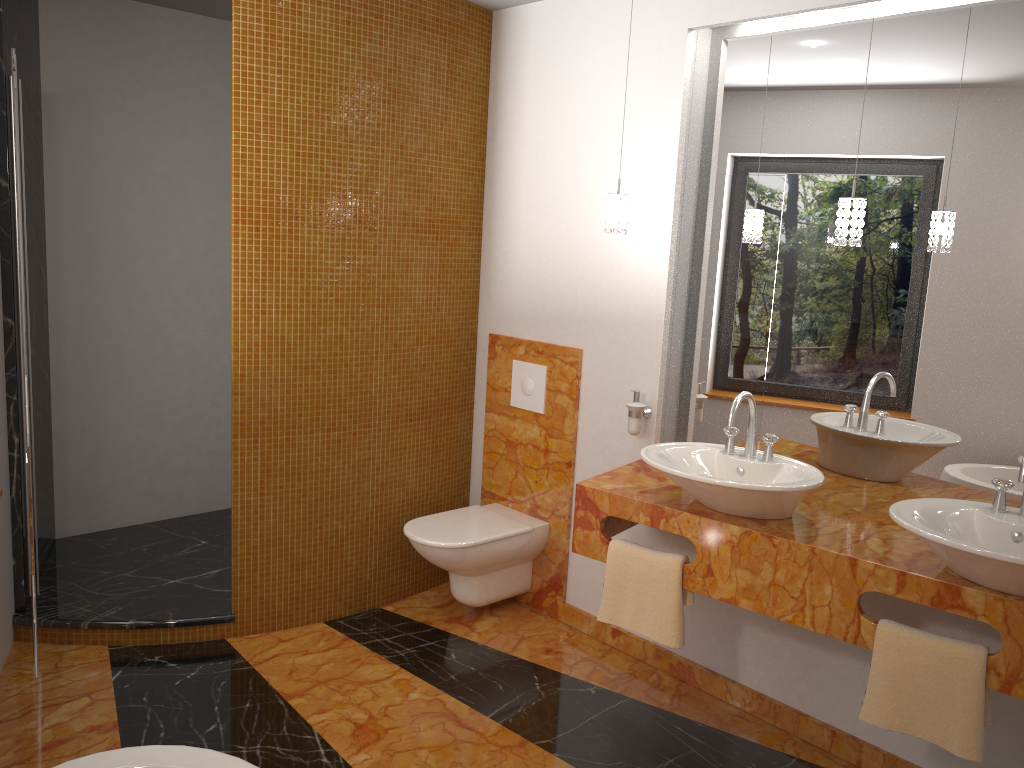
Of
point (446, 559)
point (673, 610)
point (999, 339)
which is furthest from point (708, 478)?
point (446, 559)

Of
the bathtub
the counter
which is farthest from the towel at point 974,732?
the bathtub

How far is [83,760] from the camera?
1.79m

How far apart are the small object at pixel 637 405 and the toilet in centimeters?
66cm

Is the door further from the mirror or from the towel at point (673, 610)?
the mirror

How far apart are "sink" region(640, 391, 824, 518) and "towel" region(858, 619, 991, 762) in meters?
0.4

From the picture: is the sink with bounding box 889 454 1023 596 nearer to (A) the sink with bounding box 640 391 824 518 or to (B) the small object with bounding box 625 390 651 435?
(A) the sink with bounding box 640 391 824 518

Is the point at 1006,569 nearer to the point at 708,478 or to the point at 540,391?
the point at 708,478

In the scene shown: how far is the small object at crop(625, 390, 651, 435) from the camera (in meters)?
3.21

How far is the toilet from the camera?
3.41m
